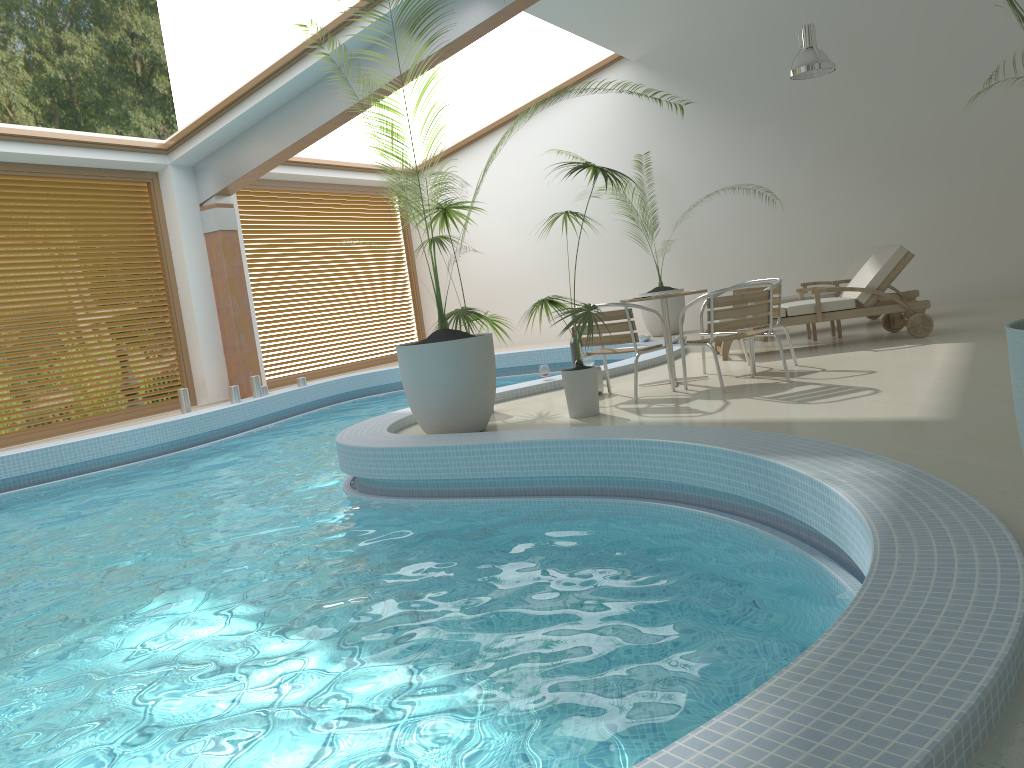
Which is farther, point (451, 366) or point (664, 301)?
point (664, 301)

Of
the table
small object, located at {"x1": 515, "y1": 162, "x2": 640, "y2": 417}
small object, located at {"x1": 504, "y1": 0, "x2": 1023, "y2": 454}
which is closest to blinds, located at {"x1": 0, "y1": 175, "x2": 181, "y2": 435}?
small object, located at {"x1": 515, "y1": 162, "x2": 640, "y2": 417}

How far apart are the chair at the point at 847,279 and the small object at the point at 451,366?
4.7m

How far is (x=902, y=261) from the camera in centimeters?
813cm

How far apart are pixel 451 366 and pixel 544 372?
2.4 meters

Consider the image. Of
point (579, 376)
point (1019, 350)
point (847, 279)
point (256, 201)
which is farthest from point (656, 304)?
point (1019, 350)

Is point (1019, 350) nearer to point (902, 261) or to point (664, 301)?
point (664, 301)

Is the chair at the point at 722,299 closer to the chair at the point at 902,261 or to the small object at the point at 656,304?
the chair at the point at 902,261

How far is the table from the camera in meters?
7.1 m

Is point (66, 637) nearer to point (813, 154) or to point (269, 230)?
point (269, 230)
